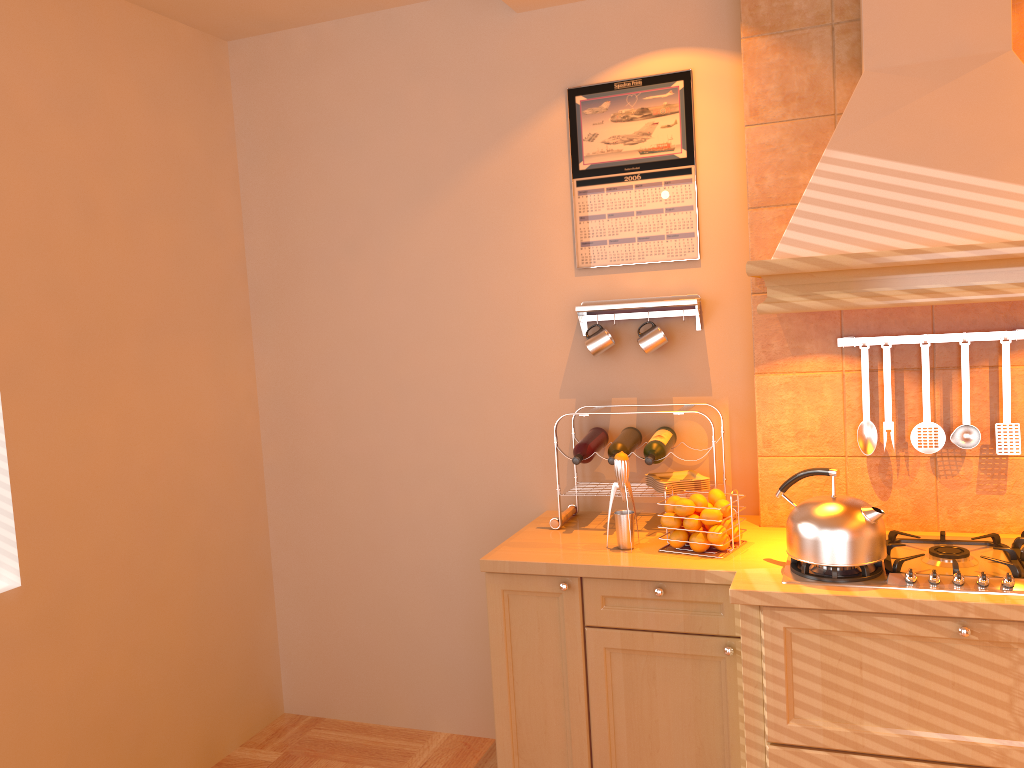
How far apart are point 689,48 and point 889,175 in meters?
0.9 m

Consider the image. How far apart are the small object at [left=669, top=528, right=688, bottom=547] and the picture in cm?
92

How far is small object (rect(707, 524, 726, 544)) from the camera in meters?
2.4

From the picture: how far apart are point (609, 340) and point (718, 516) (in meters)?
0.74

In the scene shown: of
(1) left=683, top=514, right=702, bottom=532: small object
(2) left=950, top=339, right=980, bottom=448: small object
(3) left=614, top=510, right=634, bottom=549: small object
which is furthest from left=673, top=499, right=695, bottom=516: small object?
(2) left=950, top=339, right=980, bottom=448: small object

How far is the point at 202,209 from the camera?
3.28m

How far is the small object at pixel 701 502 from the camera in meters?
2.5

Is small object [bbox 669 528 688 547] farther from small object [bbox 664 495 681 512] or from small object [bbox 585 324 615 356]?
small object [bbox 585 324 615 356]

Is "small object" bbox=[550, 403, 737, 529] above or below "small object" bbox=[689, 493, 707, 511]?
below

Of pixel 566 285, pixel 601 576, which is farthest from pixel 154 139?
pixel 601 576
